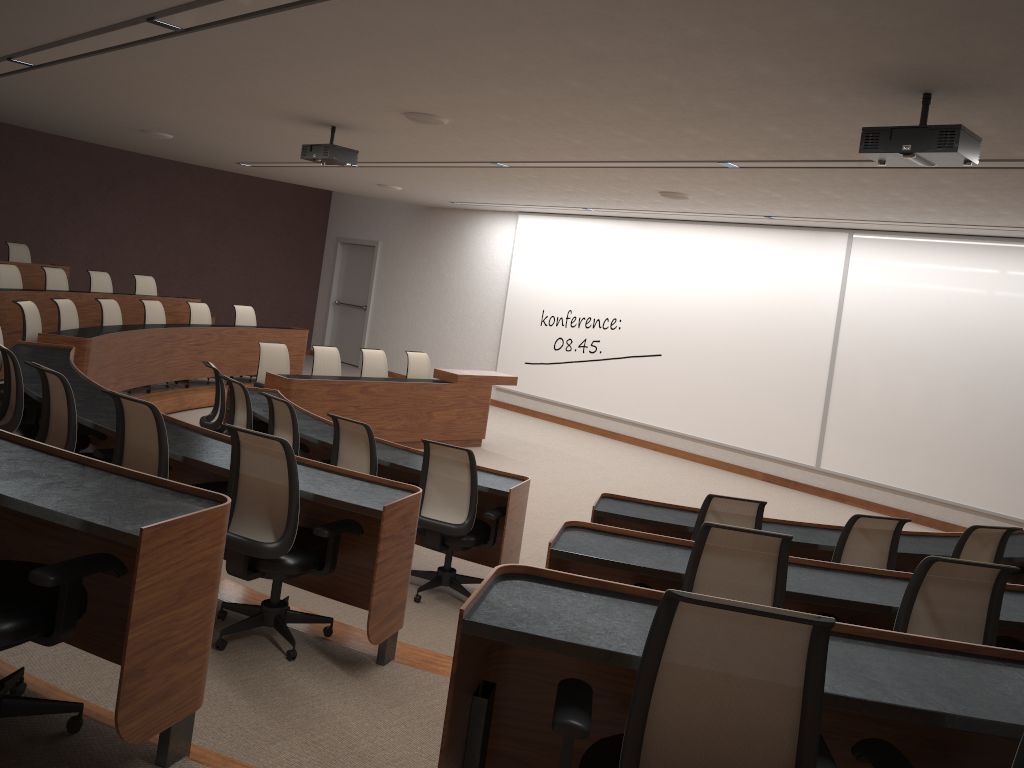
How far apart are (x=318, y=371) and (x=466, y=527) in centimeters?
498cm

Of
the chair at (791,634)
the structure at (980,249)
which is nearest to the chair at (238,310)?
the structure at (980,249)

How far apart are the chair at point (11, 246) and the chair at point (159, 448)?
8.92m

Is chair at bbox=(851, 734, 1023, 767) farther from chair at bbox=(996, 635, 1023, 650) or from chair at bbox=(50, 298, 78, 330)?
chair at bbox=(50, 298, 78, 330)

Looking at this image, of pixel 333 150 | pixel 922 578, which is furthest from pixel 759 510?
pixel 333 150

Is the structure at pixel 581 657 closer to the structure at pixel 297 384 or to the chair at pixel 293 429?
the chair at pixel 293 429

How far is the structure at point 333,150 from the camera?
7.50m

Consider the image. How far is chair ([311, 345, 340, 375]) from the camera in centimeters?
959cm

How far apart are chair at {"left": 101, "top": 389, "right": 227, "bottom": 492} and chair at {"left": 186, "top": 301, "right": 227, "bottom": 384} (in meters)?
6.96

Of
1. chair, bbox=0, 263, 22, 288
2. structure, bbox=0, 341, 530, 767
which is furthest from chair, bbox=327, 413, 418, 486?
chair, bbox=0, 263, 22, 288
